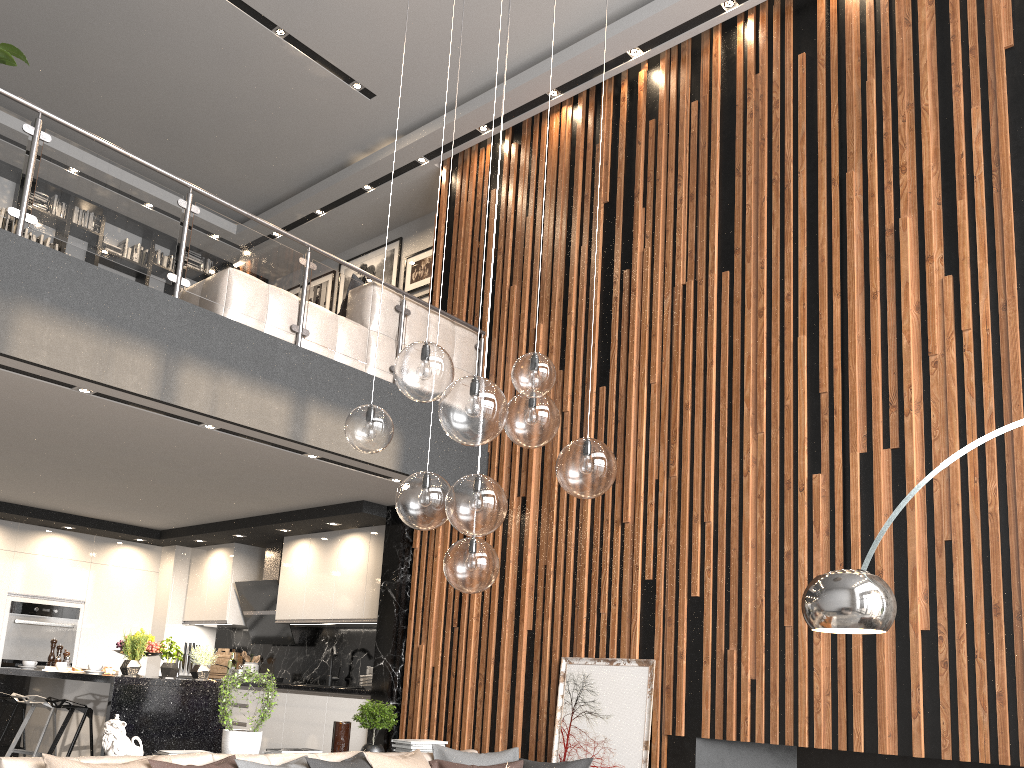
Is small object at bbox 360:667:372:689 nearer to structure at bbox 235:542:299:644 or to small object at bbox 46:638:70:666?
structure at bbox 235:542:299:644

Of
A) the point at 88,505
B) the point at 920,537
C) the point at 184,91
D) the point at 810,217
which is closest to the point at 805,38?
the point at 810,217

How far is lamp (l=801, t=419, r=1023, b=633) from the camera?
2.92m

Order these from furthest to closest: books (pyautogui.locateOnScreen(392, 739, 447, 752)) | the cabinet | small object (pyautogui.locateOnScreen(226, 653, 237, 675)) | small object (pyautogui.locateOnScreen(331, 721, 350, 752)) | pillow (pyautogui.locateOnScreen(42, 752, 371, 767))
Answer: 1. small object (pyautogui.locateOnScreen(226, 653, 237, 675))
2. the cabinet
3. books (pyautogui.locateOnScreen(392, 739, 447, 752))
4. small object (pyautogui.locateOnScreen(331, 721, 350, 752))
5. pillow (pyautogui.locateOnScreen(42, 752, 371, 767))

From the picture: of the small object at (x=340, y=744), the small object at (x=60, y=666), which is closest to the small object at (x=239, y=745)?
the small object at (x=340, y=744)

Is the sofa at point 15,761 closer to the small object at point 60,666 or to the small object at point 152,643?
the small object at point 152,643

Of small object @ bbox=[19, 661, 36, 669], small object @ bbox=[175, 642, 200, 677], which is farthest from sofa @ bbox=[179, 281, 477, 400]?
small object @ bbox=[175, 642, 200, 677]

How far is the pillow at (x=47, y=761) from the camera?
3.5 meters

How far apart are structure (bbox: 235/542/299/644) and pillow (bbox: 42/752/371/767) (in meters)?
3.77

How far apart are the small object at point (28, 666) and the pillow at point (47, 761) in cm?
378
